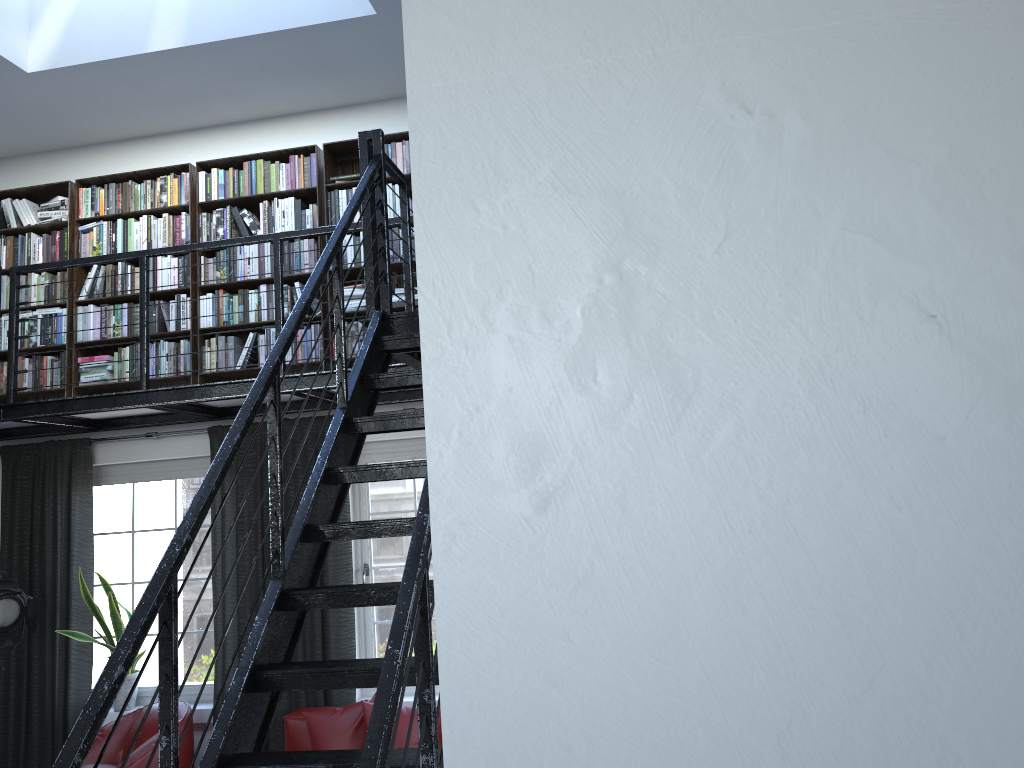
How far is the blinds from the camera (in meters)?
5.56

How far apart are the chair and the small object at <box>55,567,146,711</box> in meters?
0.3

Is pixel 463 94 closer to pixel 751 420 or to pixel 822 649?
pixel 751 420

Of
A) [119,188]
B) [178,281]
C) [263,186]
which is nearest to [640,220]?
[263,186]

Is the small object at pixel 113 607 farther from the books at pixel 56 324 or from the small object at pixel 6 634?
the books at pixel 56 324

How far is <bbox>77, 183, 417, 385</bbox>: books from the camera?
5.7 meters

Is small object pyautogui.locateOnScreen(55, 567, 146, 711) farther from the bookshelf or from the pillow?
the pillow

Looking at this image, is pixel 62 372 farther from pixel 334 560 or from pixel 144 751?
pixel 144 751

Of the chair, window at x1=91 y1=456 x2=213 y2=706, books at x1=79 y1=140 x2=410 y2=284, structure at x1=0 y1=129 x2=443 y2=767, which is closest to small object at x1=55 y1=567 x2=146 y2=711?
window at x1=91 y1=456 x2=213 y2=706

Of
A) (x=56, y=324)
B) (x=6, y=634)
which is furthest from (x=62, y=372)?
(x=6, y=634)
